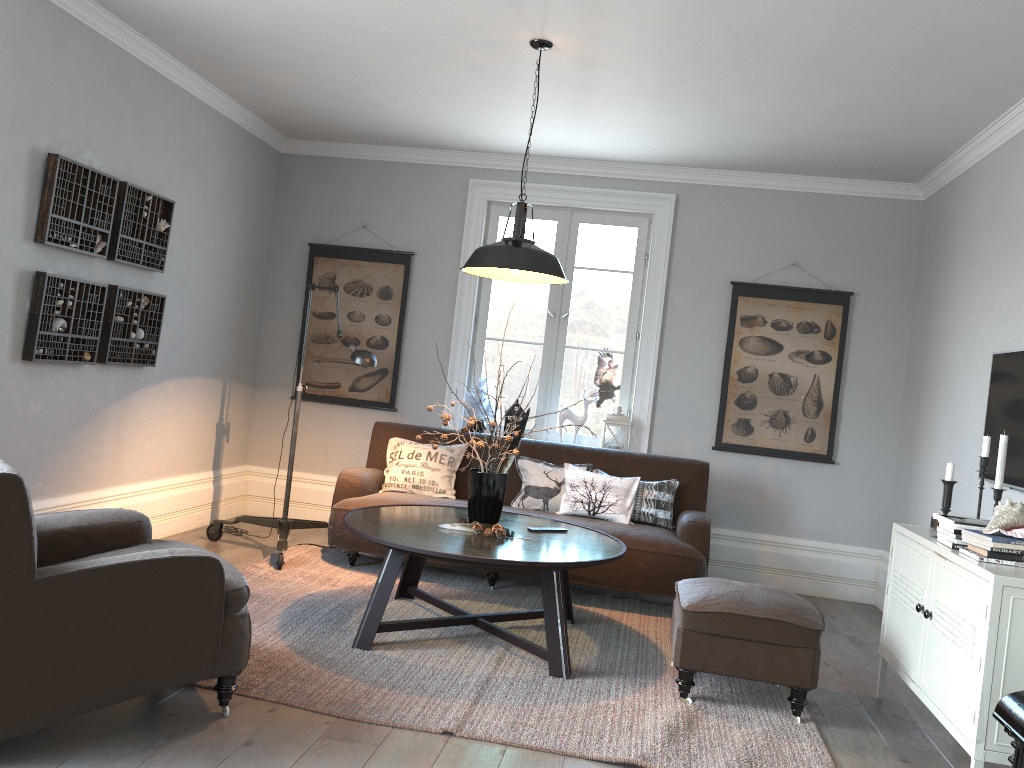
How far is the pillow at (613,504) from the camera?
5.1 meters

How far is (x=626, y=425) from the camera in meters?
5.9 m

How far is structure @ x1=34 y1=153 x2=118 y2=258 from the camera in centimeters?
405cm

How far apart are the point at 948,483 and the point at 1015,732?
1.3m

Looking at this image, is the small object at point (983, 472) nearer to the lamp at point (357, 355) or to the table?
the table

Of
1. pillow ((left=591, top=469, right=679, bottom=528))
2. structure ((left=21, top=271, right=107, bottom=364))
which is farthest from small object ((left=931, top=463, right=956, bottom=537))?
structure ((left=21, top=271, right=107, bottom=364))

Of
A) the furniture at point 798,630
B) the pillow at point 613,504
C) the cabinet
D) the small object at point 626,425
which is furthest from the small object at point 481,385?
→ the cabinet

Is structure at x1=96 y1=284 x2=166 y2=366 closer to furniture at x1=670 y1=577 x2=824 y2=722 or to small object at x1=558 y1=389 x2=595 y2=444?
small object at x1=558 y1=389 x2=595 y2=444

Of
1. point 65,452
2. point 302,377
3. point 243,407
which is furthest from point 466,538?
Answer: point 243,407

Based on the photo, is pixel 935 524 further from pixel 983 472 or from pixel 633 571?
pixel 633 571
